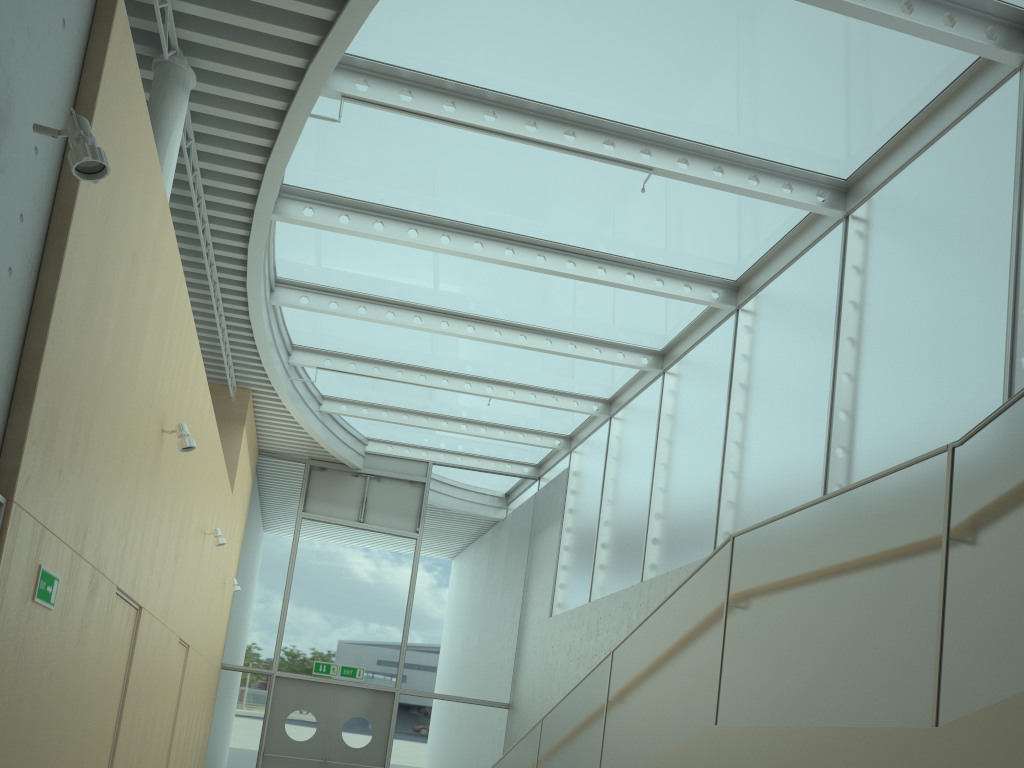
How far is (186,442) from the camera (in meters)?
5.61

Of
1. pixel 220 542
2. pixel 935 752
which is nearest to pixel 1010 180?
pixel 935 752

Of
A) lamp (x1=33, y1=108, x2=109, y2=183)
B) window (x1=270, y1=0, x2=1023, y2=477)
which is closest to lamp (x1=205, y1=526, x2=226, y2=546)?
window (x1=270, y1=0, x2=1023, y2=477)

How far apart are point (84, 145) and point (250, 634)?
11.32m

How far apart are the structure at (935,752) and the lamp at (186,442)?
3.10m

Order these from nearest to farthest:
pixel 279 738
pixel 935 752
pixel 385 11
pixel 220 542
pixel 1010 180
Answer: pixel 935 752
pixel 1010 180
pixel 385 11
pixel 220 542
pixel 279 738

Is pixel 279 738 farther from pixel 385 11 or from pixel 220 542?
pixel 385 11

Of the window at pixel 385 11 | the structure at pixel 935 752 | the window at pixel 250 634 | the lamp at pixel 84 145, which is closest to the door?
the window at pixel 250 634

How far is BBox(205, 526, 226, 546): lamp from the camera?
8.42m

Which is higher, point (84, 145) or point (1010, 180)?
point (1010, 180)
